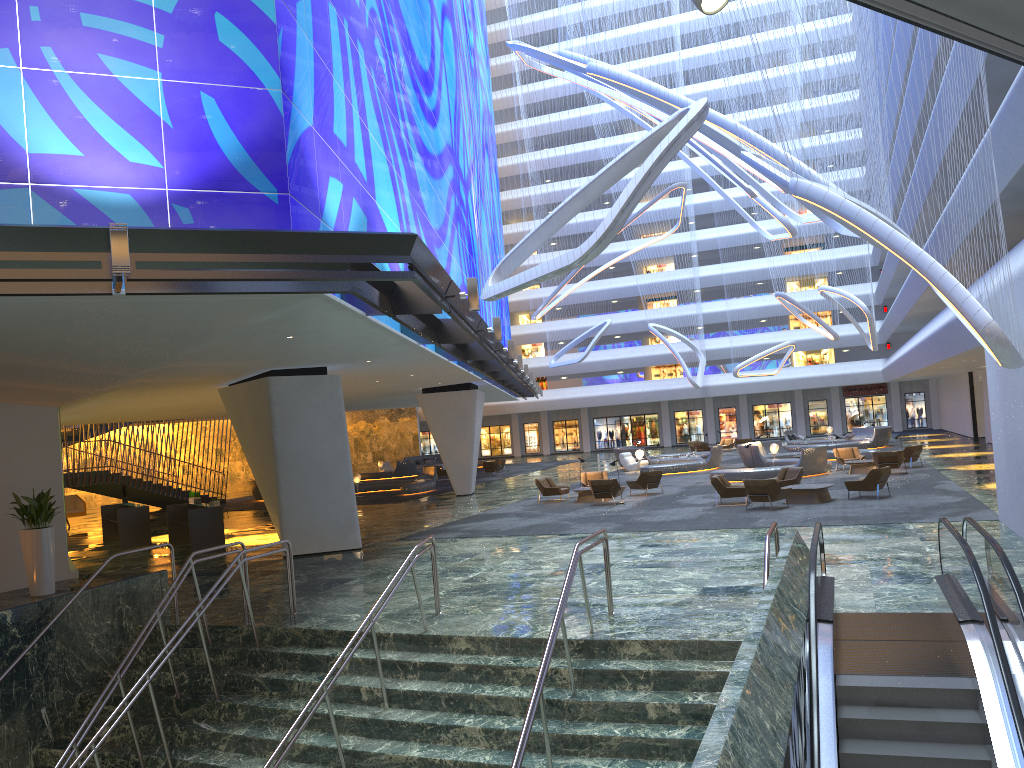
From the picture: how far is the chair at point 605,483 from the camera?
25.2m

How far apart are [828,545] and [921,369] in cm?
2294

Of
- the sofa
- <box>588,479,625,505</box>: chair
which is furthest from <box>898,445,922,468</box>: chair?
the sofa

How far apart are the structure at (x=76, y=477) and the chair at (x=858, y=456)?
26.4 meters

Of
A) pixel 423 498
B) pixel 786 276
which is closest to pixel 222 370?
pixel 423 498

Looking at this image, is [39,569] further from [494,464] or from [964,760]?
[494,464]

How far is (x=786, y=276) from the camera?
47.3m

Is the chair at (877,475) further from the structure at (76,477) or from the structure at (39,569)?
the structure at (76,477)

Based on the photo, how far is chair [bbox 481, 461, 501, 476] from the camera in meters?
45.4

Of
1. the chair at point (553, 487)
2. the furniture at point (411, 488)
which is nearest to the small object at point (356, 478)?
the furniture at point (411, 488)
